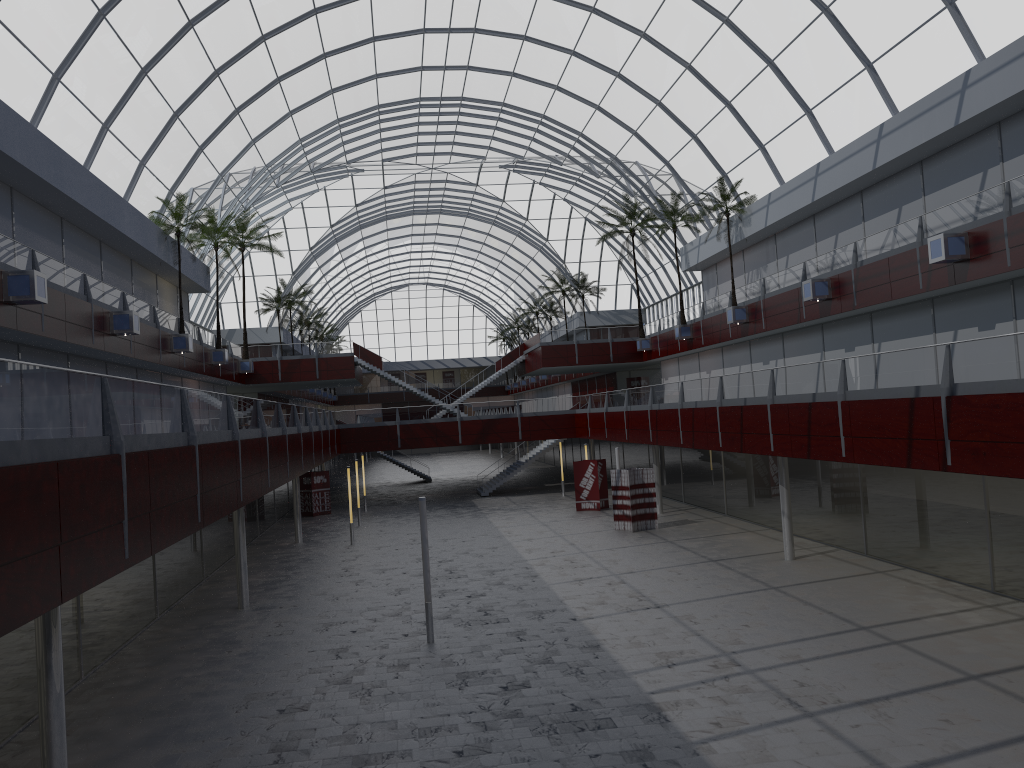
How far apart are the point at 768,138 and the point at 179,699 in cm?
4195

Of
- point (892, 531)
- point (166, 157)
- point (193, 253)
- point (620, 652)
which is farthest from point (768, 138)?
point (620, 652)

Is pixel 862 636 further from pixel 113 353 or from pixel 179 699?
pixel 113 353
